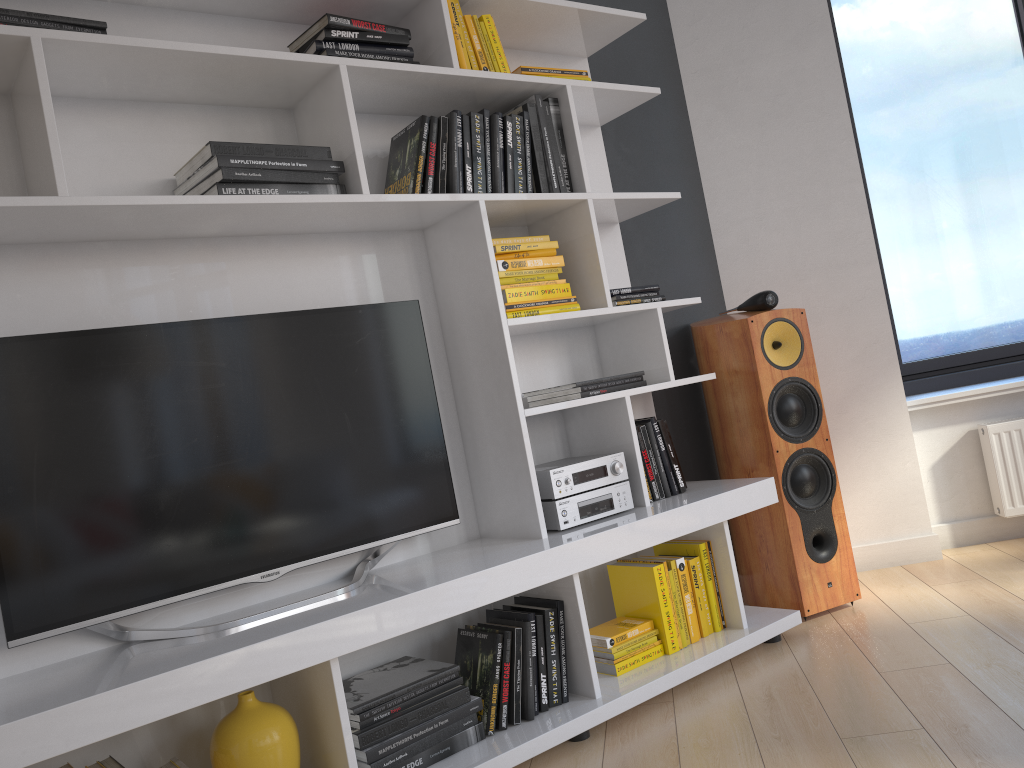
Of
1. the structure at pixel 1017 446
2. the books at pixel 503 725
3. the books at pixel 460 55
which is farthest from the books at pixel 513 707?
the structure at pixel 1017 446

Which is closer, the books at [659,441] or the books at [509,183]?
the books at [509,183]

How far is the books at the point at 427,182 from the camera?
2.37m

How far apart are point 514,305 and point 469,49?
0.73m

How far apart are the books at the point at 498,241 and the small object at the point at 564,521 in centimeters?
67cm

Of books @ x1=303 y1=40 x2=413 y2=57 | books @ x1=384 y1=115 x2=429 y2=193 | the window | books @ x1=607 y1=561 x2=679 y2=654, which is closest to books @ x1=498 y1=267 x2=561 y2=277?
books @ x1=384 y1=115 x2=429 y2=193

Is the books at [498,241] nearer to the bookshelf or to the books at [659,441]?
the bookshelf

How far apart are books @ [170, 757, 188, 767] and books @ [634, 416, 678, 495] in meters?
1.6

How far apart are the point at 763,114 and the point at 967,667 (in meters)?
2.13

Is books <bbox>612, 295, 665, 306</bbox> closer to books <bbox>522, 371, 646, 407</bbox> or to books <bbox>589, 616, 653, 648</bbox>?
books <bbox>522, 371, 646, 407</bbox>
